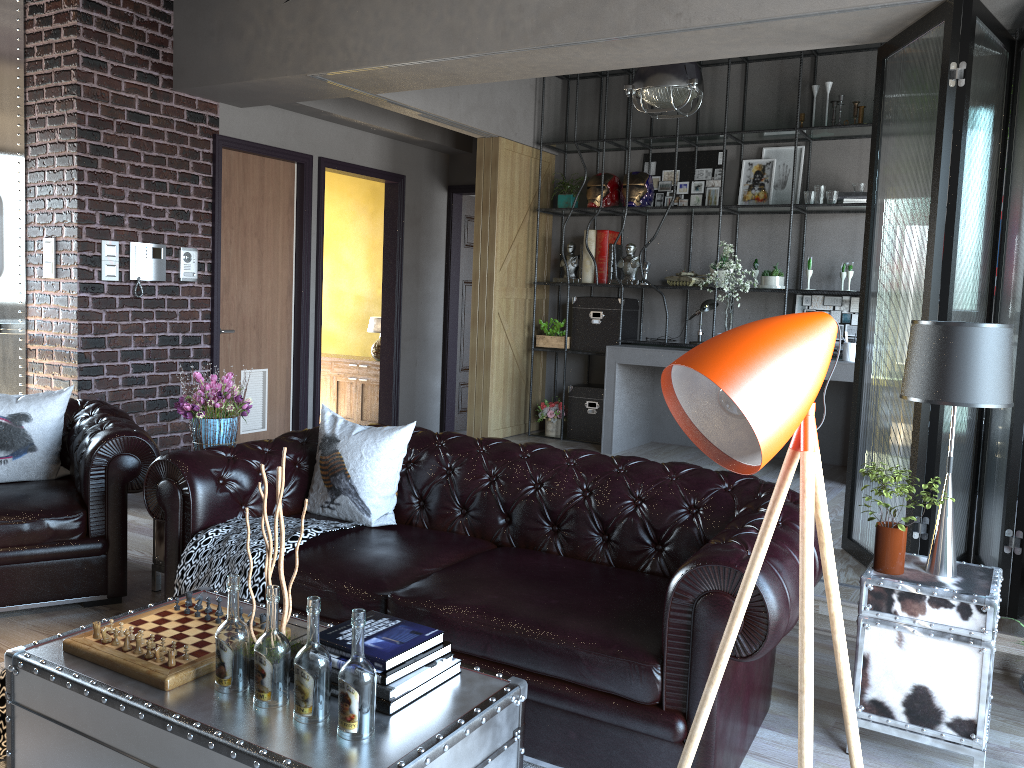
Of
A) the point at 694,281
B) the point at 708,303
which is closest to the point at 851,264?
the point at 708,303

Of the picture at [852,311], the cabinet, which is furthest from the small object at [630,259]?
the cabinet

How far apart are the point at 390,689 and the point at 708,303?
5.6m

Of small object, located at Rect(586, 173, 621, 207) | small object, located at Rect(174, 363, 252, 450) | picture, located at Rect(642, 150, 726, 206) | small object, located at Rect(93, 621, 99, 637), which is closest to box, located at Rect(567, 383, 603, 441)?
small object, located at Rect(586, 173, 621, 207)

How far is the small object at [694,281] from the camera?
7.26m

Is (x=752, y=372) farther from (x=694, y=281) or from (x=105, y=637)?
(x=694, y=281)

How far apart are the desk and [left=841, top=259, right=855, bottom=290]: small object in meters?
0.8 m

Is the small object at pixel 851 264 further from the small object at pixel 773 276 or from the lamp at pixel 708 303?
the lamp at pixel 708 303

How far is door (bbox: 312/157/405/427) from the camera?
7.5m

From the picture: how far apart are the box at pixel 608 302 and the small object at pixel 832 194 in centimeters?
183cm
